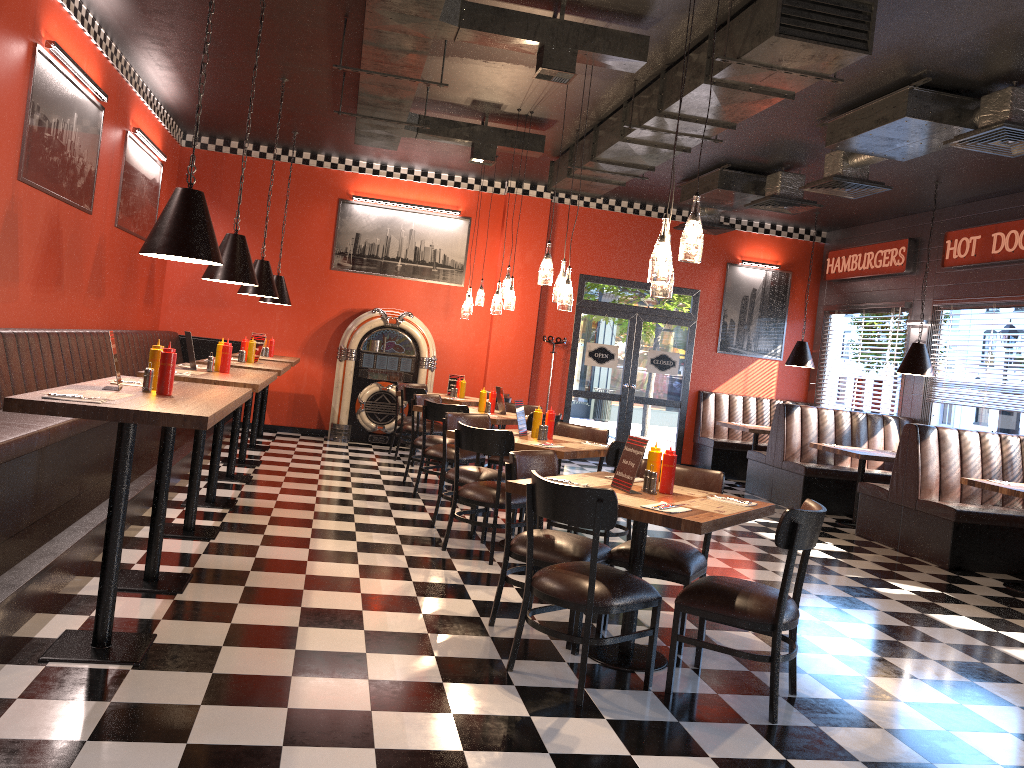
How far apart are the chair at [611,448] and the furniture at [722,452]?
6.2m

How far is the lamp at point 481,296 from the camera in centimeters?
1038cm

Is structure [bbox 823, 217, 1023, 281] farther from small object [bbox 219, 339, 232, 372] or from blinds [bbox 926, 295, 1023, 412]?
small object [bbox 219, 339, 232, 372]

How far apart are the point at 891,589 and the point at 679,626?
3.3m

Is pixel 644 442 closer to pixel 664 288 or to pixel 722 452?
pixel 664 288

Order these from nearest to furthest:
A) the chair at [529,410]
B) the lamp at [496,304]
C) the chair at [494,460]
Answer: the chair at [494,460] → the lamp at [496,304] → the chair at [529,410]

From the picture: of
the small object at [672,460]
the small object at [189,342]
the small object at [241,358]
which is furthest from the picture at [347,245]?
the small object at [672,460]

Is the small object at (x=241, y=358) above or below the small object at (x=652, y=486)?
above

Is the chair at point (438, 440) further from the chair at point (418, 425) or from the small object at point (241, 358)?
the small object at point (241, 358)

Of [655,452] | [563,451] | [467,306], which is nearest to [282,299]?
[467,306]
